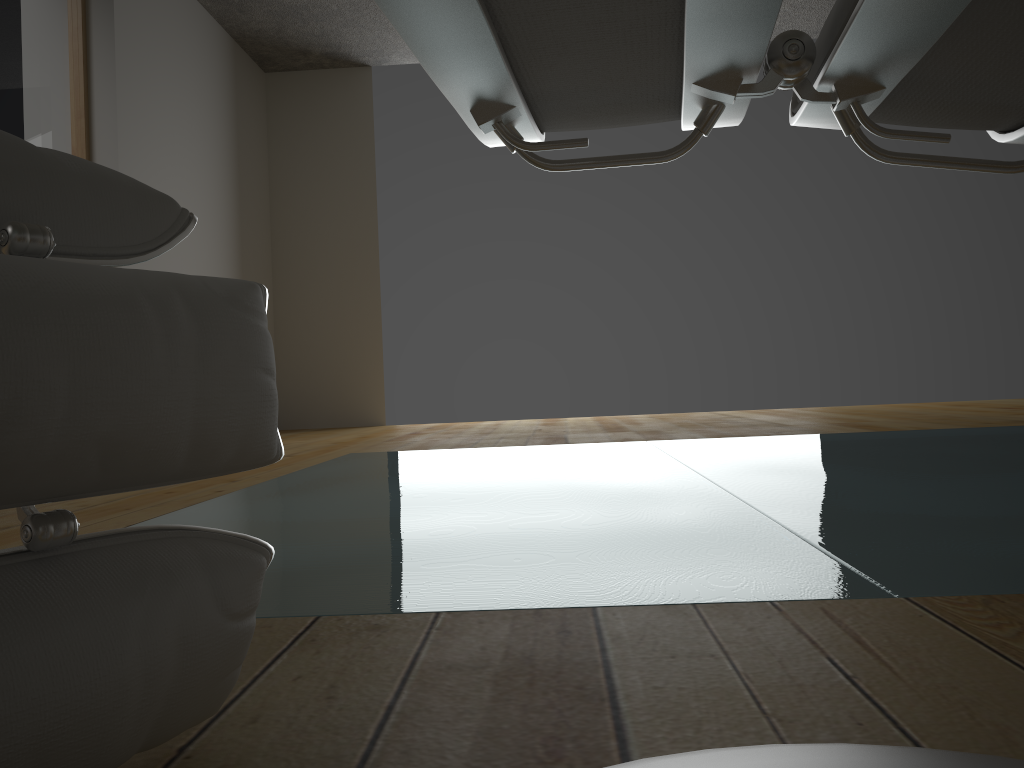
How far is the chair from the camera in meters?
0.4 m

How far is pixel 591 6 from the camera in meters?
0.3 m

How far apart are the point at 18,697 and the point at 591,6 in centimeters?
40cm

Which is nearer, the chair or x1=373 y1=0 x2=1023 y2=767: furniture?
x1=373 y1=0 x2=1023 y2=767: furniture

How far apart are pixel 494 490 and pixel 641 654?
1.2 meters

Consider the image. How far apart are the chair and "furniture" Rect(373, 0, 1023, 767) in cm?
19

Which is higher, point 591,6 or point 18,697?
point 591,6

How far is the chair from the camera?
0.4m

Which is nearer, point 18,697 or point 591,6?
point 591,6

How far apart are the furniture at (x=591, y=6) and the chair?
0.2 meters
